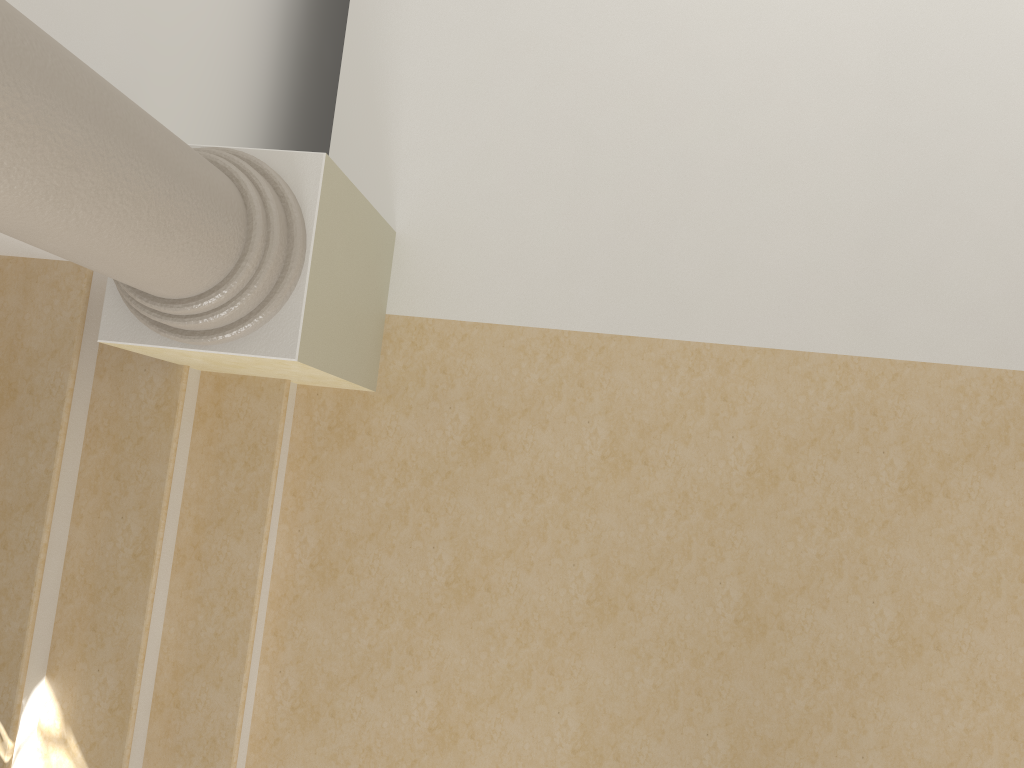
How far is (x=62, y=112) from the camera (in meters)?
1.55

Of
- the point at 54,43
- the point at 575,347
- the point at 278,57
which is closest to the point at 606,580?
the point at 575,347

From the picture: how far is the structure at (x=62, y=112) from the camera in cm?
155

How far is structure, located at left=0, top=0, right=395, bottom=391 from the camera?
1.6m
